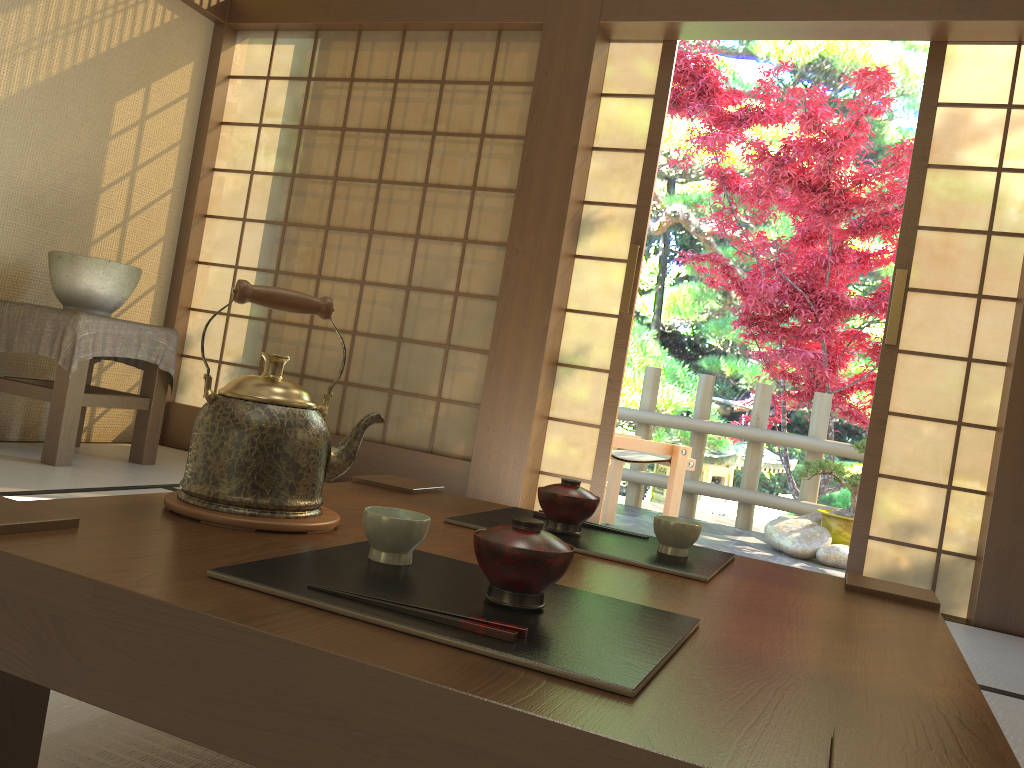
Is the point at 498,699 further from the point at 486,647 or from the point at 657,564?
the point at 657,564

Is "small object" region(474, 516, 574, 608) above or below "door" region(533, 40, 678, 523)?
below

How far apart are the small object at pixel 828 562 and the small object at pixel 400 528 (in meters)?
4.39

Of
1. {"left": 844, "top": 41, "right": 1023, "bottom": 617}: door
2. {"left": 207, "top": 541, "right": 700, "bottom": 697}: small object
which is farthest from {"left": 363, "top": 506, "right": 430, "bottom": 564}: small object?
{"left": 844, "top": 41, "right": 1023, "bottom": 617}: door

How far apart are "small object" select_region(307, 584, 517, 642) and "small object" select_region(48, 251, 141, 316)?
3.2m

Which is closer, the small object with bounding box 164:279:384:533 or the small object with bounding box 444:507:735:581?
the small object with bounding box 164:279:384:533

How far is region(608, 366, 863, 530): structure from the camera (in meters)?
5.99

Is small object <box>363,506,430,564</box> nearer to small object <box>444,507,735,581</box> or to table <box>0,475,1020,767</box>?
table <box>0,475,1020,767</box>

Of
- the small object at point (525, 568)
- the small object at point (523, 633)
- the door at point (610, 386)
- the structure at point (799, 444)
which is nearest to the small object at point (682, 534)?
the small object at point (525, 568)

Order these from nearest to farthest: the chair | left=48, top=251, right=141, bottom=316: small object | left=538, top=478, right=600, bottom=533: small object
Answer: left=538, top=478, right=600, bottom=533: small object, left=48, top=251, right=141, bottom=316: small object, the chair
